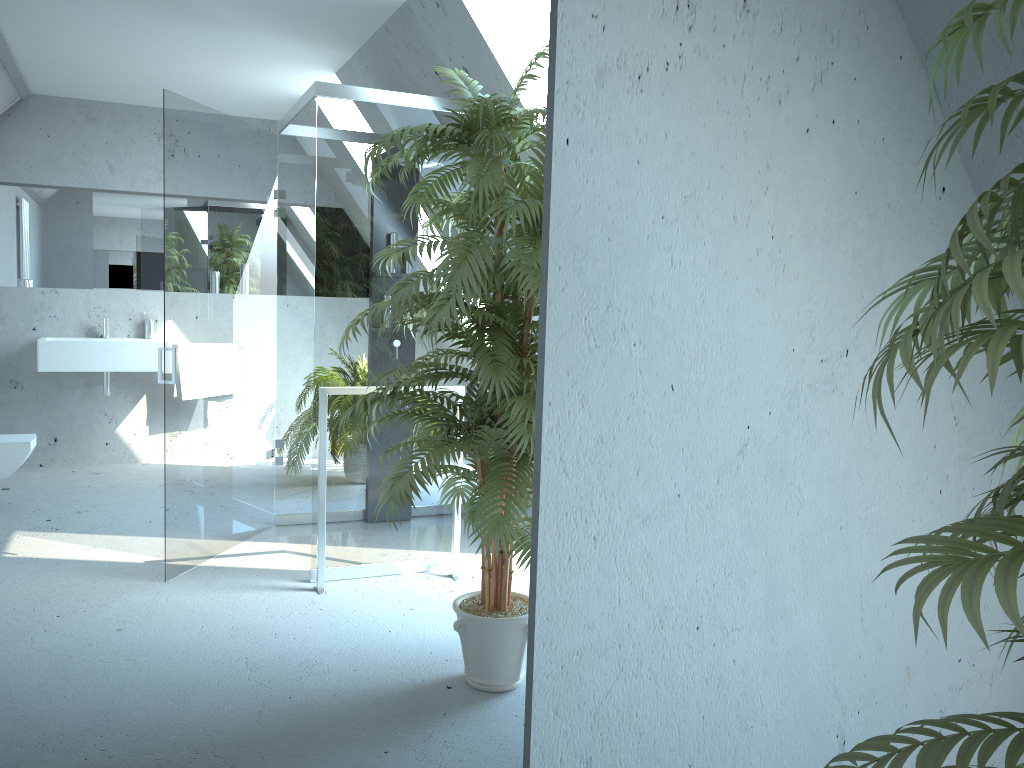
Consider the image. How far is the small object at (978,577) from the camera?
0.8 meters

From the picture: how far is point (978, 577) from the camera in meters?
0.8

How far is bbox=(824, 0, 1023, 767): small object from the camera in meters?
0.8
